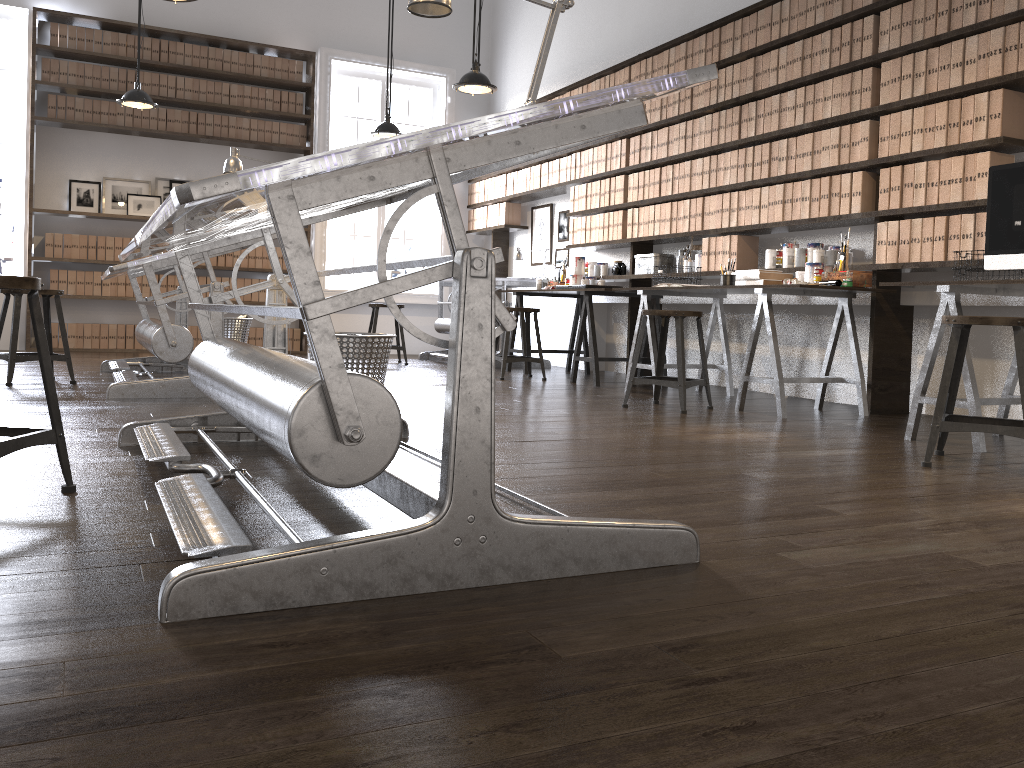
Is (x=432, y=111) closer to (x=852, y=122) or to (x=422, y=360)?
(x=422, y=360)

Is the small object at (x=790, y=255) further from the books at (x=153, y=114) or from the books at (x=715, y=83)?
the books at (x=153, y=114)

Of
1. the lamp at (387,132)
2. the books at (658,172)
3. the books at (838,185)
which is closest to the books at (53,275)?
the lamp at (387,132)

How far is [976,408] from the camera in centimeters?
344cm

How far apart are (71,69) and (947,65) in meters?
7.1 m

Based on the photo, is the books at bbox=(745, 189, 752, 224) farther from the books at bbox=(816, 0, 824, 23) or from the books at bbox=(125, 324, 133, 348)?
the books at bbox=(125, 324, 133, 348)

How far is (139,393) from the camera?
4.28m

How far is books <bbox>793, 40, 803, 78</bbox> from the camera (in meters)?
5.05

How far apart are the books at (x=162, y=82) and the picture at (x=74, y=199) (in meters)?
1.04

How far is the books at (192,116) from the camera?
8.3 meters
